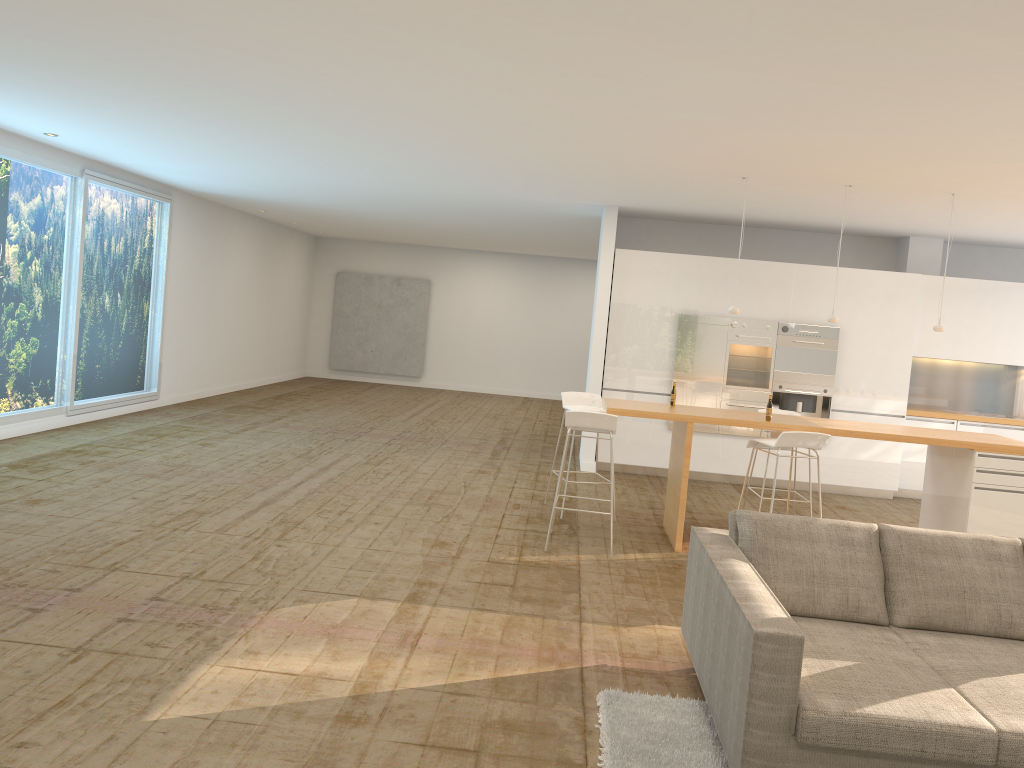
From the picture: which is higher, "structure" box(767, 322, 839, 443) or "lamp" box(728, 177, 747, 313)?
"lamp" box(728, 177, 747, 313)

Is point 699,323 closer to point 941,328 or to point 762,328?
point 762,328

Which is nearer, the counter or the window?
the counter

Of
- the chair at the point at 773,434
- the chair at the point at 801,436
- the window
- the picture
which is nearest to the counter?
the chair at the point at 801,436

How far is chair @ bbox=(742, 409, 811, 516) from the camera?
7.53m

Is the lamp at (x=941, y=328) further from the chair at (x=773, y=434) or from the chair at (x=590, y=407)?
the chair at (x=590, y=407)

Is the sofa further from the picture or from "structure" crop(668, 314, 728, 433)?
the picture

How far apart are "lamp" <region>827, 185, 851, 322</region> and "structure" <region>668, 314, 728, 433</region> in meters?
2.5

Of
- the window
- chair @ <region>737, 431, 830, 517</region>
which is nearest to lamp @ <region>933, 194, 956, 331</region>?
chair @ <region>737, 431, 830, 517</region>

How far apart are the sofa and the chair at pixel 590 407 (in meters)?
3.34
